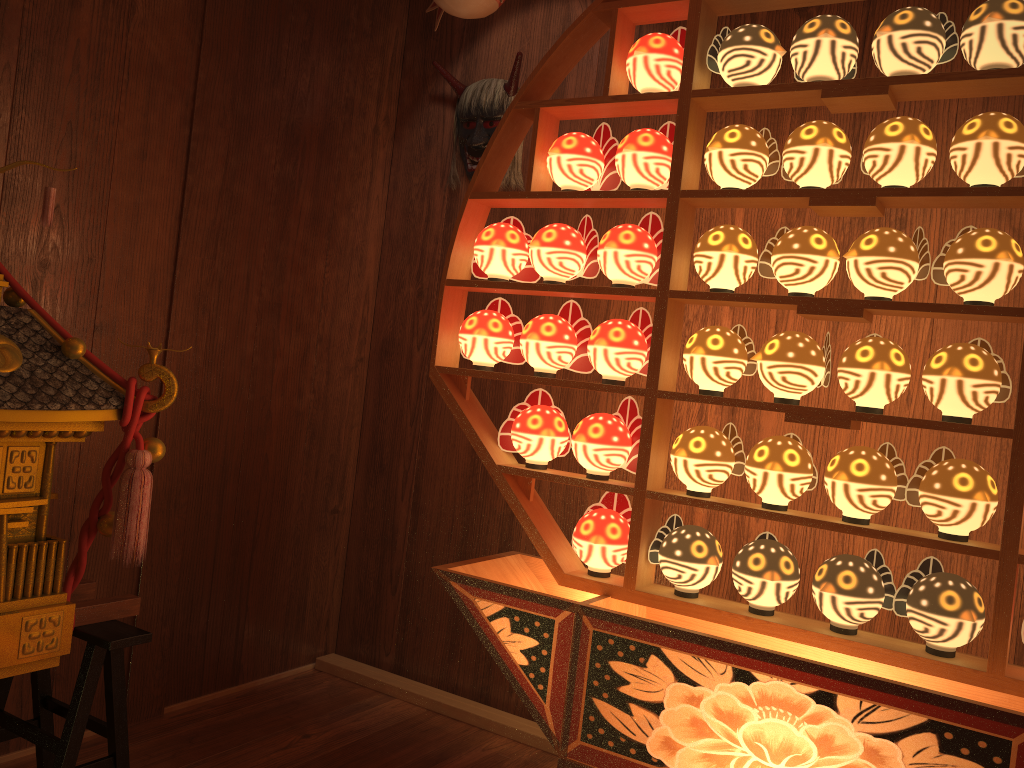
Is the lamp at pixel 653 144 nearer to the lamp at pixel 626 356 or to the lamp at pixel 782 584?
the lamp at pixel 626 356

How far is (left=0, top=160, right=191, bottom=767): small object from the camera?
1.7m

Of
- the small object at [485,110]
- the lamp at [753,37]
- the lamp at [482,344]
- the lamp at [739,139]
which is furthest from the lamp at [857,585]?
the small object at [485,110]

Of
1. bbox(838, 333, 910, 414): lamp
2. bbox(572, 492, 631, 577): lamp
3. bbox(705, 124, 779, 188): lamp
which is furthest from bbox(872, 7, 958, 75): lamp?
bbox(572, 492, 631, 577): lamp

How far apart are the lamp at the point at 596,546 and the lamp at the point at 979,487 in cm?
59

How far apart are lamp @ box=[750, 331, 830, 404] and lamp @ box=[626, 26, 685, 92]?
0.6m

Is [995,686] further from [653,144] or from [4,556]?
[4,556]

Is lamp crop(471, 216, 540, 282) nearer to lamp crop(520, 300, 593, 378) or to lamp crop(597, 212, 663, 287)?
lamp crop(520, 300, 593, 378)

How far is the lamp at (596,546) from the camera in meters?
2.0

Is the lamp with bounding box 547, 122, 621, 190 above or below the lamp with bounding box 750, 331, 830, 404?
above
